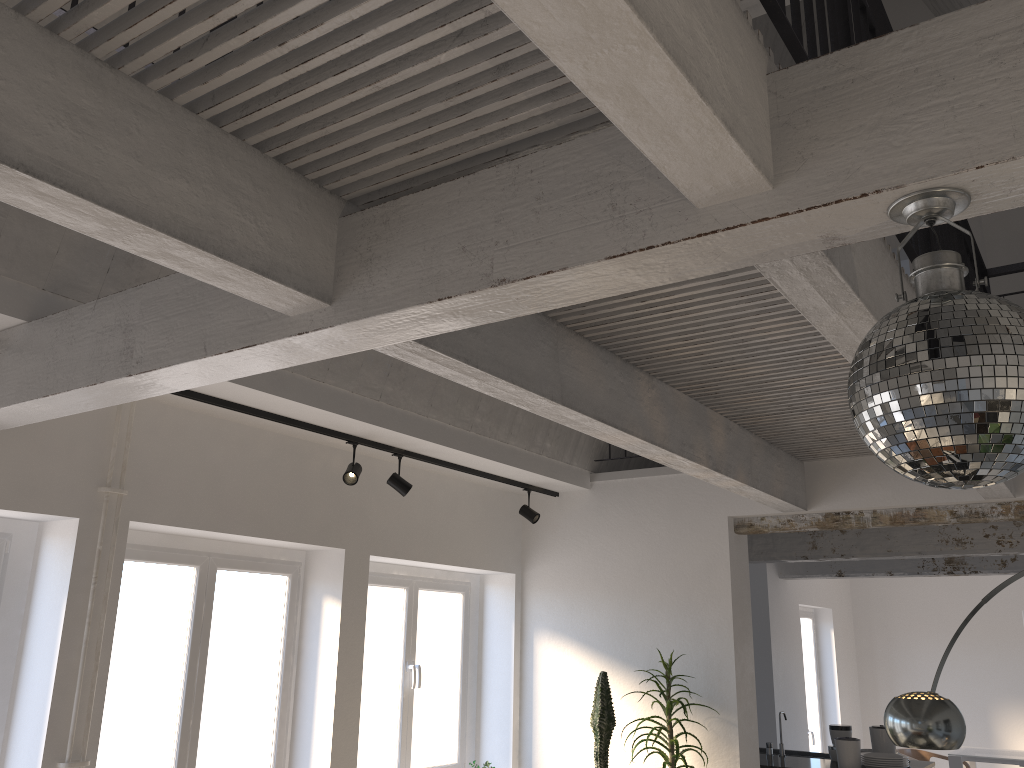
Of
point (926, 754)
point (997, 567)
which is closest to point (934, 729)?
point (997, 567)

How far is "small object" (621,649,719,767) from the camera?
5.3m

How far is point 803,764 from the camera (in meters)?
6.91

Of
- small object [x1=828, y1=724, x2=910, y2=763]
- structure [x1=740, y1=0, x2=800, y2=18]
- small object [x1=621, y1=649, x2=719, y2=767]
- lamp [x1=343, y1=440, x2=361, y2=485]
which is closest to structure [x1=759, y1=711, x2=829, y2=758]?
small object [x1=828, y1=724, x2=910, y2=763]

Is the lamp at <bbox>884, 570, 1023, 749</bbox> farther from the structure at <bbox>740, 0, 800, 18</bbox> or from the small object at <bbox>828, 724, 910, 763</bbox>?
the structure at <bbox>740, 0, 800, 18</bbox>

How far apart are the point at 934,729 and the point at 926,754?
7.3 meters

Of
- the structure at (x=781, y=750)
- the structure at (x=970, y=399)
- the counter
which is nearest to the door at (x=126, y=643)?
the counter

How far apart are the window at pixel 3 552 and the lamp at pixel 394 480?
2.0 meters

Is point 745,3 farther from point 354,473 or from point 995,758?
point 995,758

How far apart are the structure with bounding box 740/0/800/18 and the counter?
5.5m
